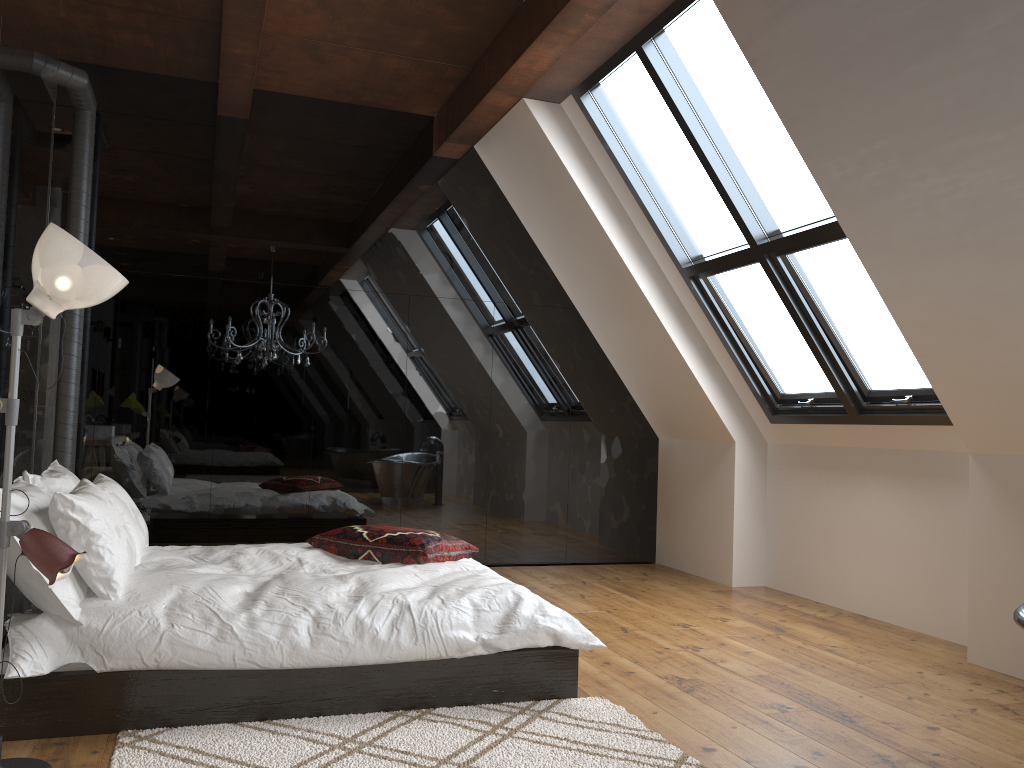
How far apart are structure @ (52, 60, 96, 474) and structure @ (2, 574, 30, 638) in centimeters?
198cm

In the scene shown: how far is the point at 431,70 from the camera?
5.8m

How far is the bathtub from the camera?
2.4 meters

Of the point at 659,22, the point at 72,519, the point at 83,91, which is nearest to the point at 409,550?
the point at 72,519

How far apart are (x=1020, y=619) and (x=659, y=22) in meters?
3.4 m

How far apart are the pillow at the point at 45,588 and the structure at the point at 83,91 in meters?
1.3

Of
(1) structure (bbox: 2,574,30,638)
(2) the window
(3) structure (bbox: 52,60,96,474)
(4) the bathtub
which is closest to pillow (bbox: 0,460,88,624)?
(1) structure (bbox: 2,574,30,638)

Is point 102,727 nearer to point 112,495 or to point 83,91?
point 112,495

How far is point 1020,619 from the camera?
2.37m

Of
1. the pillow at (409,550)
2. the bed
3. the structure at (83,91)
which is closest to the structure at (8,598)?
the bed
